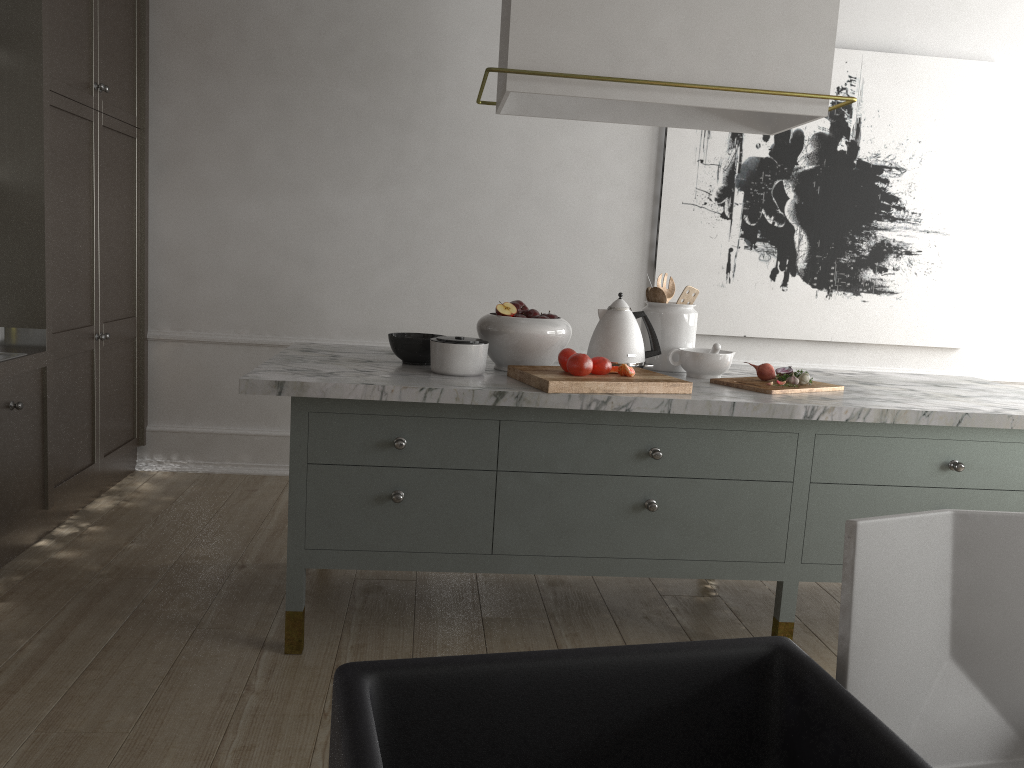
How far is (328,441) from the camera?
2.2 meters

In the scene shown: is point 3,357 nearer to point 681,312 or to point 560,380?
point 560,380

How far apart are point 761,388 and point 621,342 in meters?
0.4

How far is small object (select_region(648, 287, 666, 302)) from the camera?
2.7m

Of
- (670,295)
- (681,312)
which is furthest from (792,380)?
(670,295)

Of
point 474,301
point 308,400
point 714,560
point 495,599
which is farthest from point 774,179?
point 308,400

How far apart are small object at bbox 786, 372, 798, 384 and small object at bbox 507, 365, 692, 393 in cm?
39

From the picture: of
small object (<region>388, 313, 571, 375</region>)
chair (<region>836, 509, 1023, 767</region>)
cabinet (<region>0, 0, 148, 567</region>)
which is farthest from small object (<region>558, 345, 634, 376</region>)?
cabinet (<region>0, 0, 148, 567</region>)

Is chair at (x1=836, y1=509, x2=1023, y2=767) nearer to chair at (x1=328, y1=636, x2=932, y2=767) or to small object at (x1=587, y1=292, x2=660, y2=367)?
chair at (x1=328, y1=636, x2=932, y2=767)

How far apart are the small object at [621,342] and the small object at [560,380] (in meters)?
0.11
